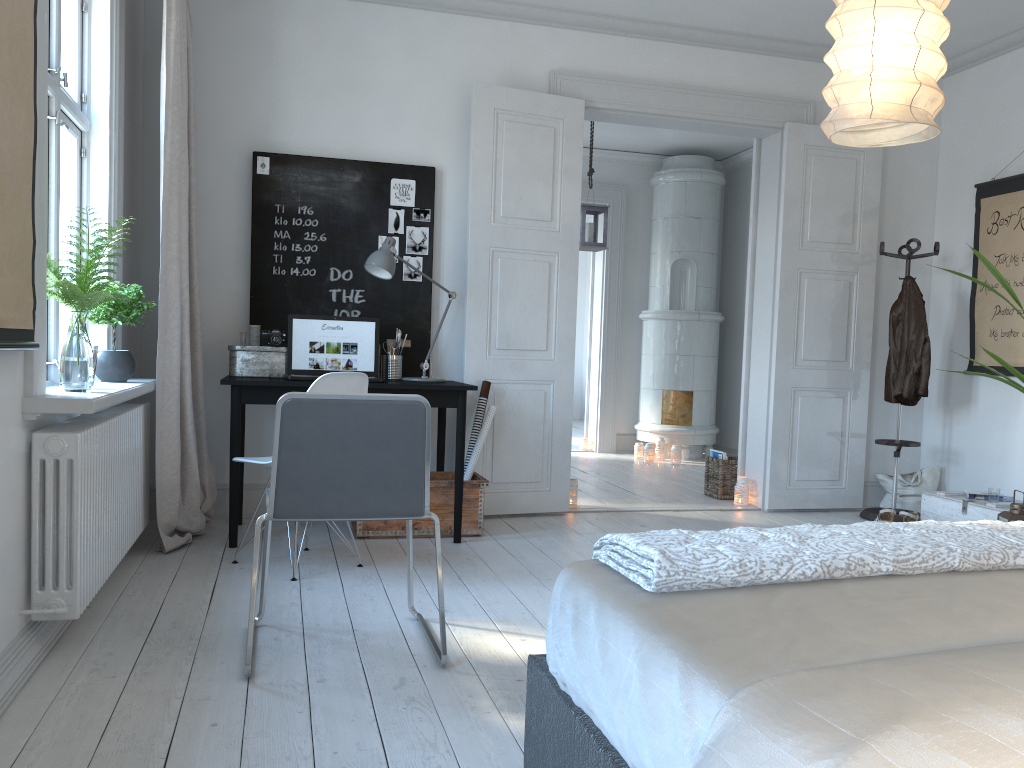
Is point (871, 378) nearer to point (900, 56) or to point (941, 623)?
point (900, 56)

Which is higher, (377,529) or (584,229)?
(584,229)

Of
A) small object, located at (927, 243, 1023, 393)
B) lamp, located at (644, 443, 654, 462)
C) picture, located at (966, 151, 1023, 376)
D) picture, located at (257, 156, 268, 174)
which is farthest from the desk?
lamp, located at (644, 443, 654, 462)

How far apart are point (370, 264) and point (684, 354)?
4.3 meters

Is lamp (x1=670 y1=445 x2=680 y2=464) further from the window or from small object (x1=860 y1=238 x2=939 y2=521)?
the window

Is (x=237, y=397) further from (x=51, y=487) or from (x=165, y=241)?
(x=51, y=487)

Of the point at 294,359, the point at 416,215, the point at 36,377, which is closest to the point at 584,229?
the point at 416,215

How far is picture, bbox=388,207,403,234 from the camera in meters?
4.8 m

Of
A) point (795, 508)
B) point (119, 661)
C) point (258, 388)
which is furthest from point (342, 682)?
point (795, 508)

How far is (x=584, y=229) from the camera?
6.52m
